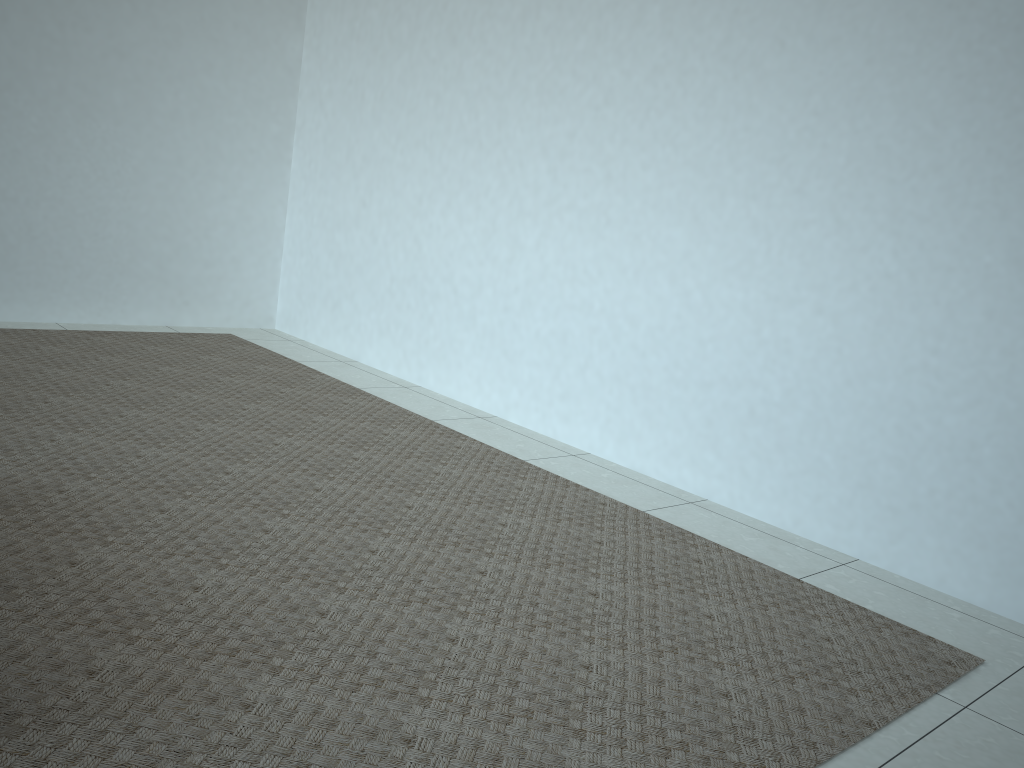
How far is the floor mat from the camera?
1.3 meters

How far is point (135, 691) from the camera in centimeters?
132cm

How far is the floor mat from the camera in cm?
132
